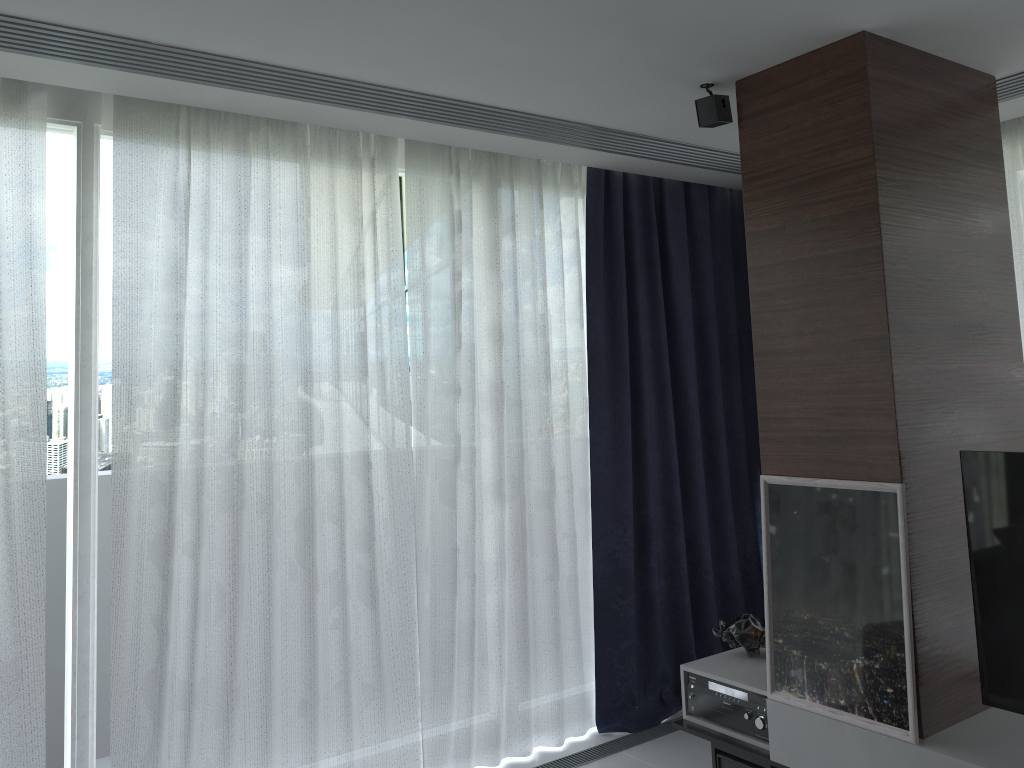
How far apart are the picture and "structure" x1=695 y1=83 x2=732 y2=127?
1.21m

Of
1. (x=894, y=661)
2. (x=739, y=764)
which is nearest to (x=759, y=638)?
(x=739, y=764)

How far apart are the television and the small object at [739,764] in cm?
81

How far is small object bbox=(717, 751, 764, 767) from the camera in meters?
3.0 m

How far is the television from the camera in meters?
2.4

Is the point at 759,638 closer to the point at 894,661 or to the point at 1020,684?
the point at 894,661

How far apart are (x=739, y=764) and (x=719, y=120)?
2.18m

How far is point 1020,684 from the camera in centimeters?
245cm

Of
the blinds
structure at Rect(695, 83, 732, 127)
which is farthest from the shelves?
structure at Rect(695, 83, 732, 127)

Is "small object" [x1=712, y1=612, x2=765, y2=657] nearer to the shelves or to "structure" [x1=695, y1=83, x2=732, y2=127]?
the shelves
